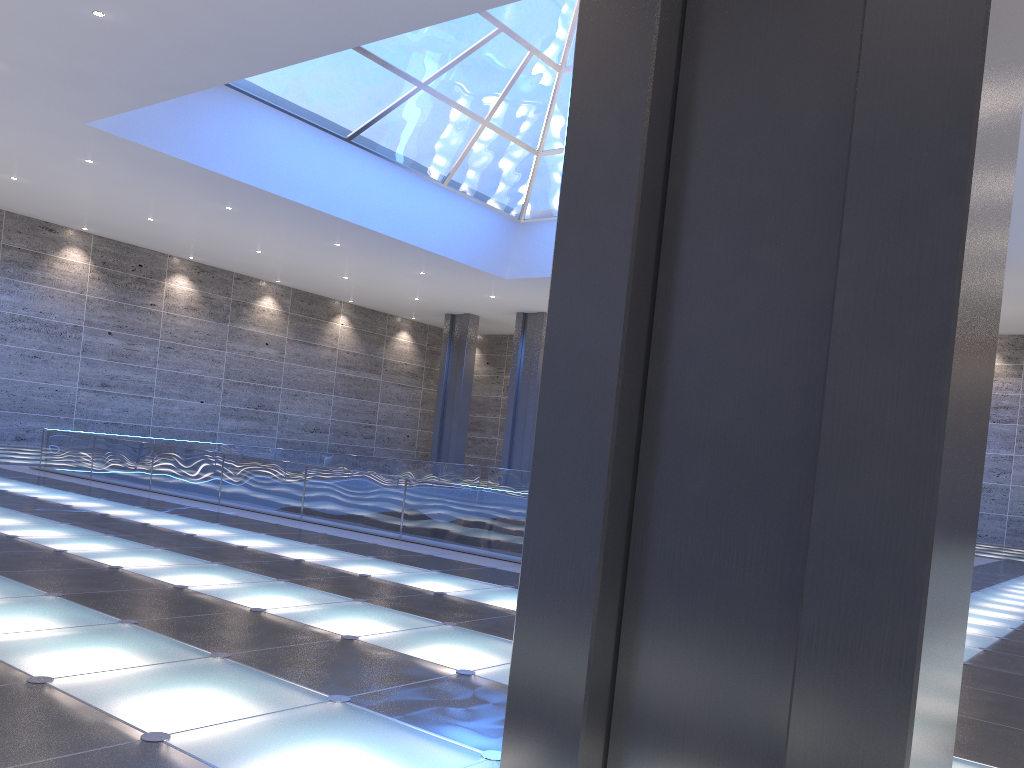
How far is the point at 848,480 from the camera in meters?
3.3

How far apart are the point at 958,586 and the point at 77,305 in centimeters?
3963cm

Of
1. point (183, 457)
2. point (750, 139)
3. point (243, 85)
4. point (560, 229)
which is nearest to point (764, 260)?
point (750, 139)
